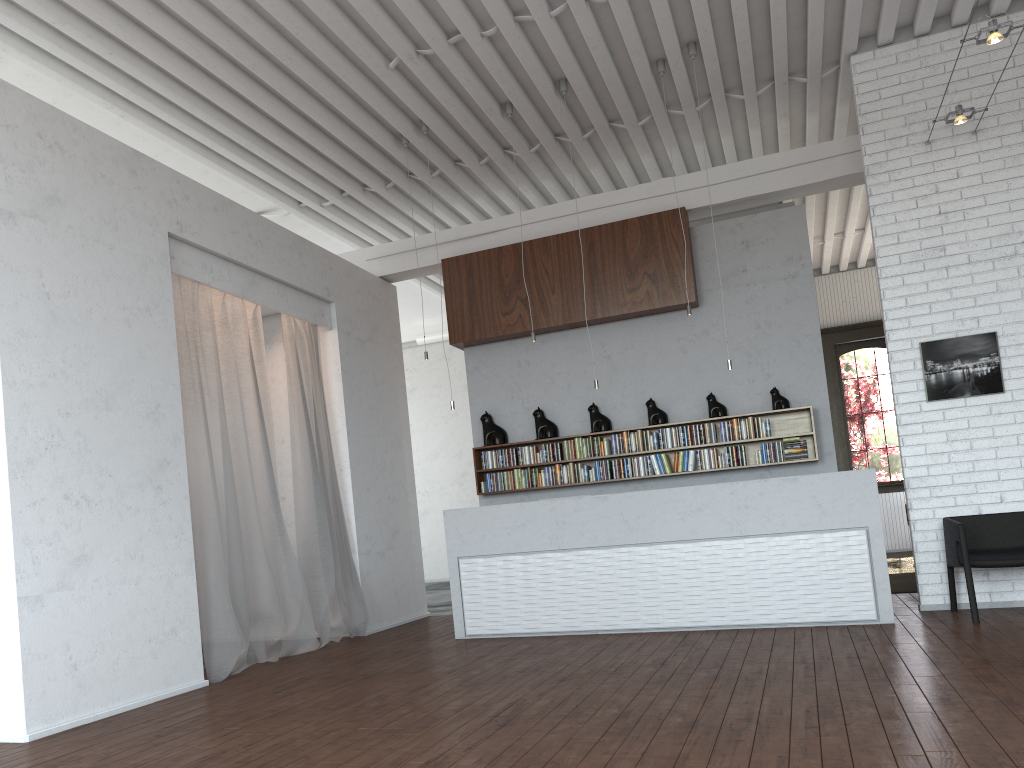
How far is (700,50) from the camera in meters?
7.6 m
